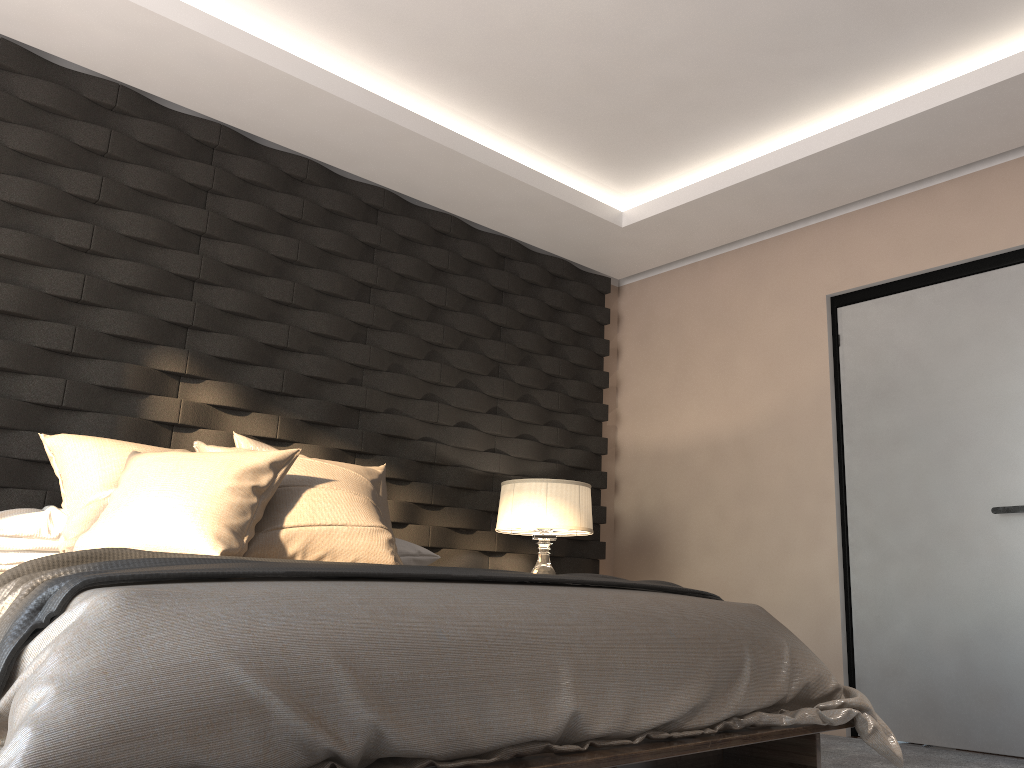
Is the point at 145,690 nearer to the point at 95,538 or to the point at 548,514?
the point at 95,538

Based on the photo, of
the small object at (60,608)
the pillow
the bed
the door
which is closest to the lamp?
the pillow

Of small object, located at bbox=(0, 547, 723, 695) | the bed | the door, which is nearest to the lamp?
the door

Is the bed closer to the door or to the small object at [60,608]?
the small object at [60,608]

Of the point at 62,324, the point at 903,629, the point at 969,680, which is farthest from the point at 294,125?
the point at 969,680

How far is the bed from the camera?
1.3 meters

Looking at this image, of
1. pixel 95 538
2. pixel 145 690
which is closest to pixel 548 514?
pixel 95 538

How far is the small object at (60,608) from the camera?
1.5m

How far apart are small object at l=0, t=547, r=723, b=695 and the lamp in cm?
134

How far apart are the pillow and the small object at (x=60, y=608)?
0.2m
